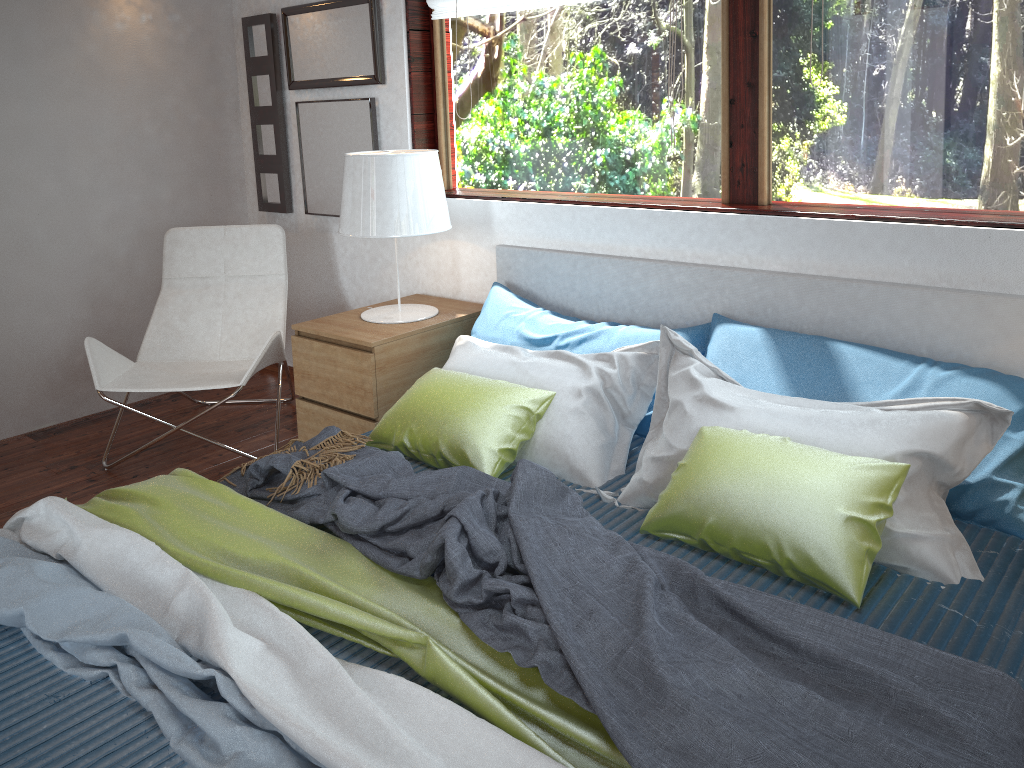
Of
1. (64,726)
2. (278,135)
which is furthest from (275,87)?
(64,726)

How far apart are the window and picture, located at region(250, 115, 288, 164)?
0.9m

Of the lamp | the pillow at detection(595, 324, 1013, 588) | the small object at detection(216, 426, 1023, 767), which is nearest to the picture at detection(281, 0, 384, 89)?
the lamp

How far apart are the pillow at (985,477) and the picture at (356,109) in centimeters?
162cm

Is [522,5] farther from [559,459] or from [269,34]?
[559,459]

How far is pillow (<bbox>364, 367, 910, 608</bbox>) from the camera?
1.72m

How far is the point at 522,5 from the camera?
3.0m

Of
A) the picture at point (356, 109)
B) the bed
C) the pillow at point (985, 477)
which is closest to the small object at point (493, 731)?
the bed

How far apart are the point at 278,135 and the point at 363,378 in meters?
1.5 m

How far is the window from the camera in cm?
221
